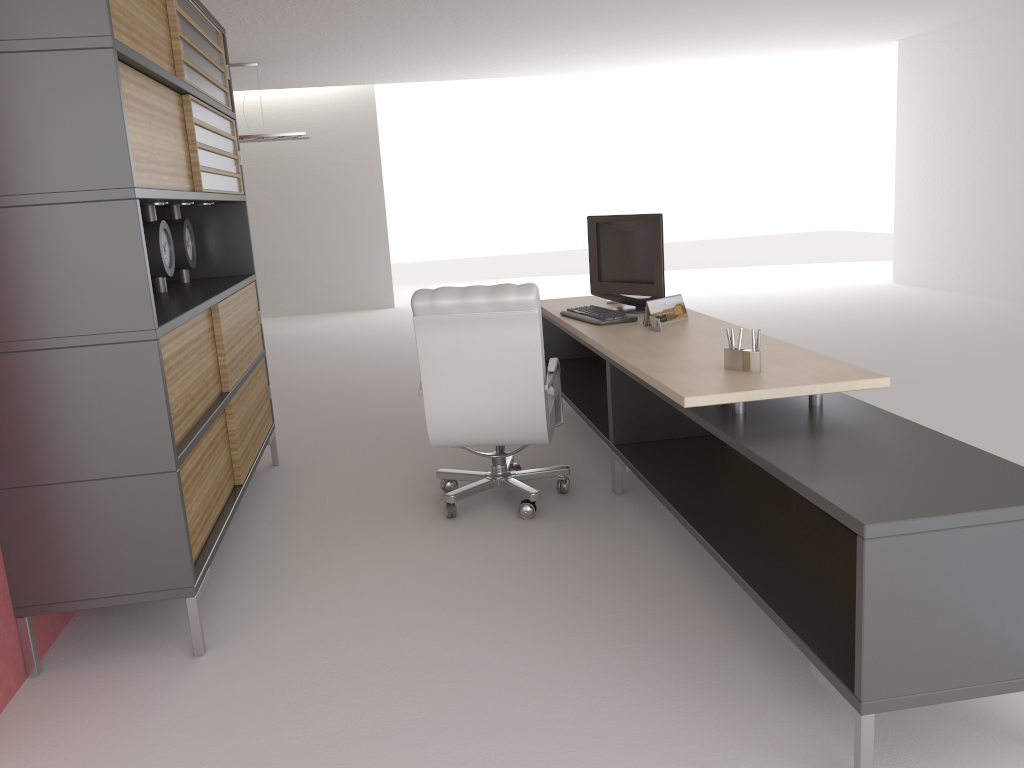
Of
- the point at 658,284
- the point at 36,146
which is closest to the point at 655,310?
the point at 658,284

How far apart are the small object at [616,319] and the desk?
0.09m

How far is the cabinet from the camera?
4.0 meters

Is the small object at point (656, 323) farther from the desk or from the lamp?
the lamp

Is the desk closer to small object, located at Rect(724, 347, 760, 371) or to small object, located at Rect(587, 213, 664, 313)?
small object, located at Rect(724, 347, 760, 371)

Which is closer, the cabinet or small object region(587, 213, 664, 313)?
the cabinet

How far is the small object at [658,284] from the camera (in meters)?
6.86

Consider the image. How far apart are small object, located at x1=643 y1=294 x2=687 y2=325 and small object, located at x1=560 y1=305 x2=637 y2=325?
0.23m

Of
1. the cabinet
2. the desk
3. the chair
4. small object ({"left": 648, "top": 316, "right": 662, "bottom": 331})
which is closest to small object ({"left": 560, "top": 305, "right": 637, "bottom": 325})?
the desk

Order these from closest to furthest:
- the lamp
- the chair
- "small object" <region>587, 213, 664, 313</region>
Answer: the chair
"small object" <region>587, 213, 664, 313</region>
the lamp
